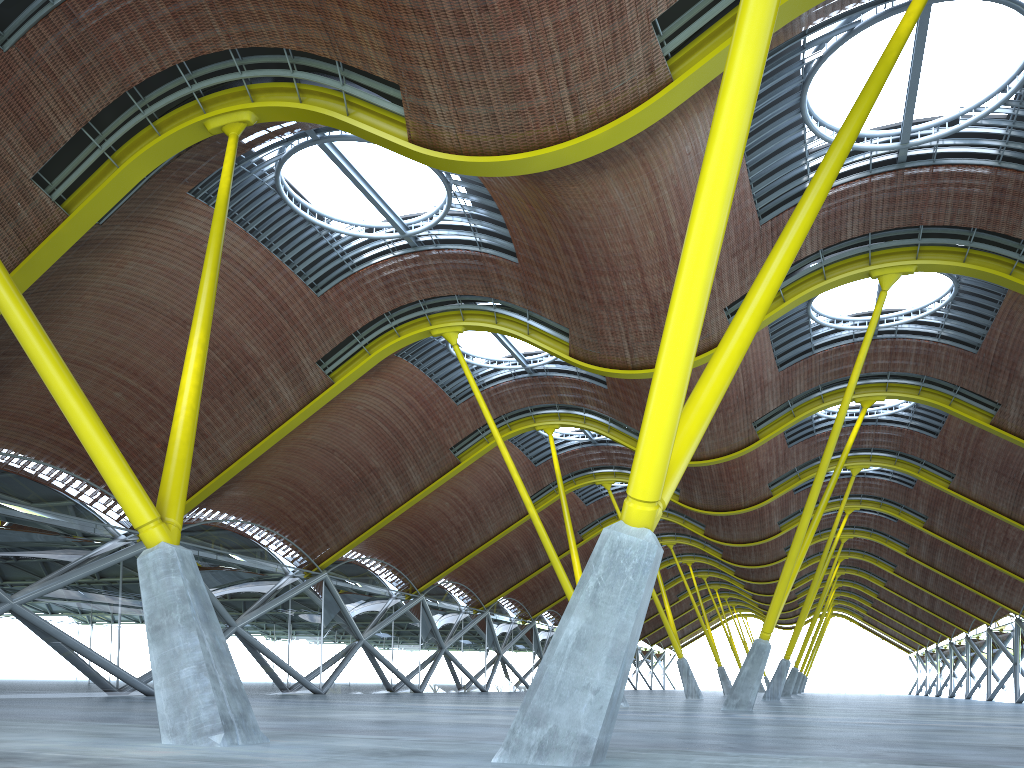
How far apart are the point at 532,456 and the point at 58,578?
27.1m

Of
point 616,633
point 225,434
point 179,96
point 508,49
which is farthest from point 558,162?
point 225,434
